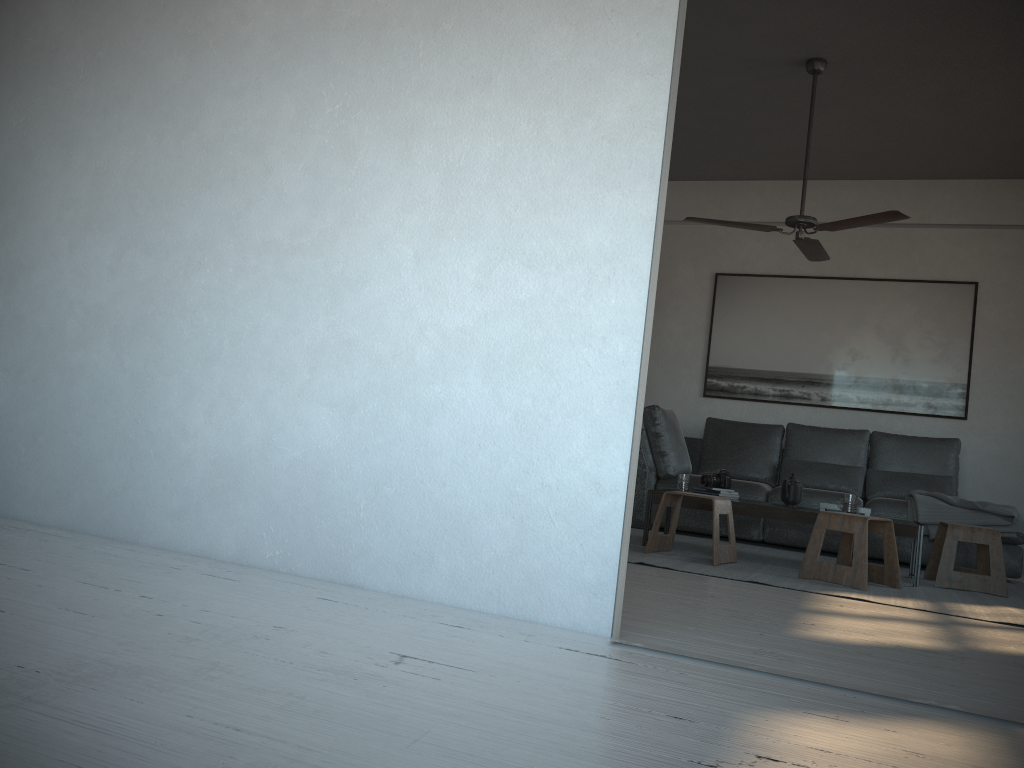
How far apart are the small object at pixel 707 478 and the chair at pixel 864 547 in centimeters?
82cm

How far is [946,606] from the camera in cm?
393

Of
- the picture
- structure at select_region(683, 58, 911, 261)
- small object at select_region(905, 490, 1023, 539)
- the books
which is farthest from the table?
the picture

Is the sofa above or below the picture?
below

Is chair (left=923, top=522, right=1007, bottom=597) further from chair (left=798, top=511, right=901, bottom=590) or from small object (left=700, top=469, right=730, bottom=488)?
small object (left=700, top=469, right=730, bottom=488)

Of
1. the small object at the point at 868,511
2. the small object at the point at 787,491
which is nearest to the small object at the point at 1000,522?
the small object at the point at 868,511

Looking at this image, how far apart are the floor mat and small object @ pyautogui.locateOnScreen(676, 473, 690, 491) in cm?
34

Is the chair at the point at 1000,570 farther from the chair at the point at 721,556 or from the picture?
the picture

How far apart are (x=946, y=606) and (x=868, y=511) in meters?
Result: 1.0

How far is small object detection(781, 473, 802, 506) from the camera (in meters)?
5.03
